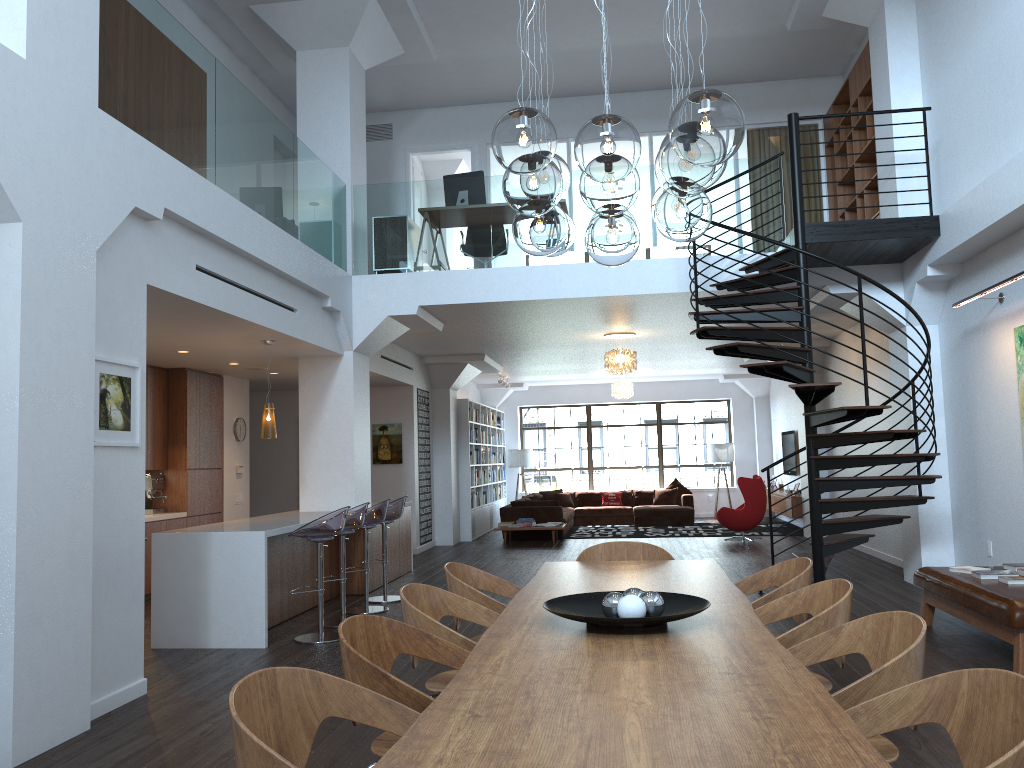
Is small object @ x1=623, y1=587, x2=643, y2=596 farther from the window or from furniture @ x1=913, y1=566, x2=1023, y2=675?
the window

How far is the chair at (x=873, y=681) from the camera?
2.4m

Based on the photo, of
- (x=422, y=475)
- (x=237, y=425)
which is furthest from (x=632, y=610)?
(x=422, y=475)

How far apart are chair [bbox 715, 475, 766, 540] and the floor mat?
0.8 meters

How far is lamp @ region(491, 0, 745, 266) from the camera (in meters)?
2.72

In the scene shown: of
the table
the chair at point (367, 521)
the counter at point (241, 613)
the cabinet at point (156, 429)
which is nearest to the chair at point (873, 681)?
the table

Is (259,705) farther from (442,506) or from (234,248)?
(442,506)

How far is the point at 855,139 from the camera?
10.4 meters

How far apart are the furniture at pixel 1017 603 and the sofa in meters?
8.4 m

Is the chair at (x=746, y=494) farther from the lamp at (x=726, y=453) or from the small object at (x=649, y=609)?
the small object at (x=649, y=609)
